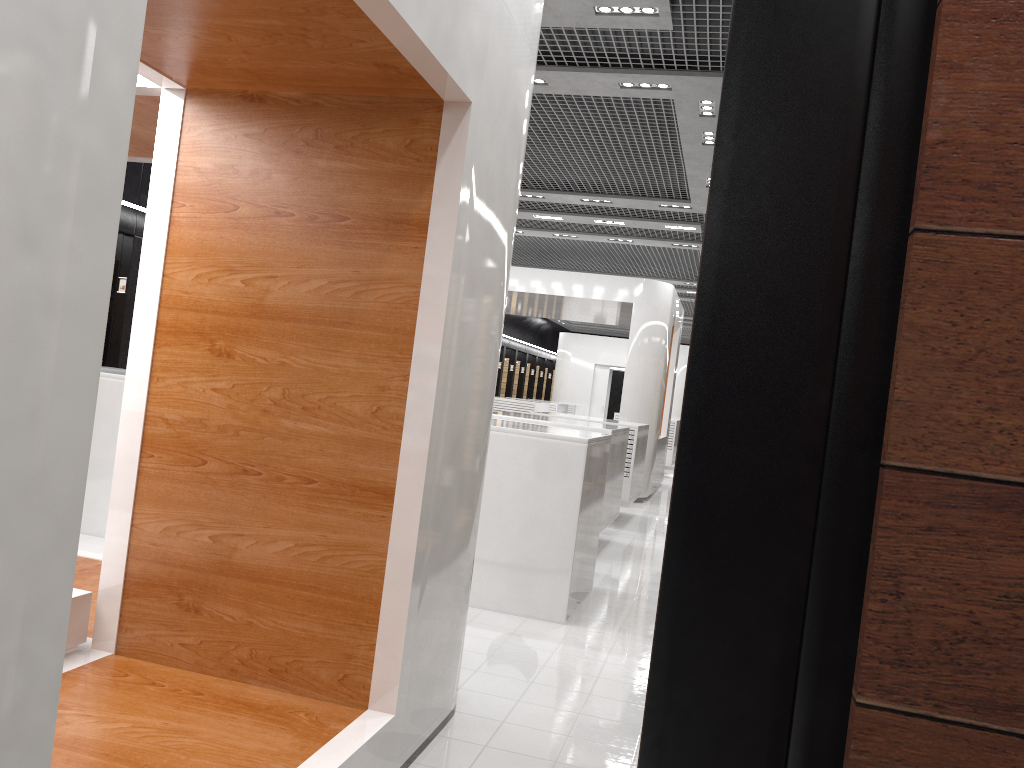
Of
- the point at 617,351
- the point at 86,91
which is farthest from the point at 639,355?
the point at 617,351

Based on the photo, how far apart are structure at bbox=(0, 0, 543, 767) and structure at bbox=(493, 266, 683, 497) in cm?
900

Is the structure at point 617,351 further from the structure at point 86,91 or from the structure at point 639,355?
the structure at point 86,91

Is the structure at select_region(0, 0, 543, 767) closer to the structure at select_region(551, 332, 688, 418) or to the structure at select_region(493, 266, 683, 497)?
the structure at select_region(493, 266, 683, 497)

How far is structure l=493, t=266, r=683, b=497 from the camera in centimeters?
1318cm

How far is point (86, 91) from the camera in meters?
1.4

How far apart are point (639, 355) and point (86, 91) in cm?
1208

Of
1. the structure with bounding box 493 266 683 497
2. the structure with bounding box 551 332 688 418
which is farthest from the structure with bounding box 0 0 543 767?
the structure with bounding box 551 332 688 418

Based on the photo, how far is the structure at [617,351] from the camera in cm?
2648

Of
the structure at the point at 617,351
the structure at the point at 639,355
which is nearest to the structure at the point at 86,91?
the structure at the point at 639,355
